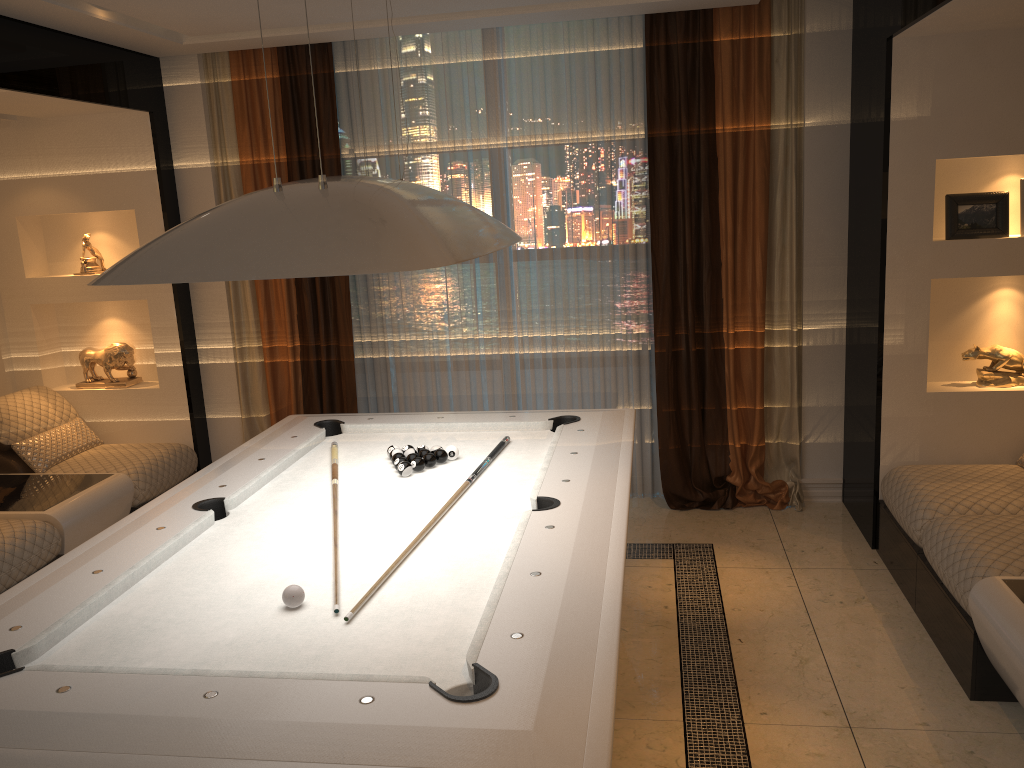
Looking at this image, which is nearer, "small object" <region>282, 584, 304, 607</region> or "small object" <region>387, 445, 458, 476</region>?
"small object" <region>282, 584, 304, 607</region>

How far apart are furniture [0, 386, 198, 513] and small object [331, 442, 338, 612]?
1.7 meters

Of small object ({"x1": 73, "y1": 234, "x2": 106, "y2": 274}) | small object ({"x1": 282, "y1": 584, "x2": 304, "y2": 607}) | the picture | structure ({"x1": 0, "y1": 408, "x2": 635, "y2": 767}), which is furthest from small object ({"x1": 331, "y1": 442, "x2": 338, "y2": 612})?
the picture

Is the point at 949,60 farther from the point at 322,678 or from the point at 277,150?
the point at 322,678

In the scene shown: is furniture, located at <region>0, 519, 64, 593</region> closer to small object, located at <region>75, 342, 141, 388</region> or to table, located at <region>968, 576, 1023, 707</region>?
small object, located at <region>75, 342, 141, 388</region>

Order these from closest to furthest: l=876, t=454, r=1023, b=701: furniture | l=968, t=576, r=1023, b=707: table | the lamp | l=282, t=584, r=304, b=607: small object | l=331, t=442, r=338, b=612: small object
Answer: the lamp < l=282, t=584, r=304, b=607: small object < l=968, t=576, r=1023, b=707: table < l=876, t=454, r=1023, b=701: furniture < l=331, t=442, r=338, b=612: small object

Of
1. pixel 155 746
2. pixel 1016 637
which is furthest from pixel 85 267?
pixel 1016 637

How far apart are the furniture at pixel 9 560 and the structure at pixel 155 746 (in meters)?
1.07

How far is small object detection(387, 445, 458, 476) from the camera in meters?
3.2

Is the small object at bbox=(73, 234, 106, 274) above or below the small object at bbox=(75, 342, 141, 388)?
above
